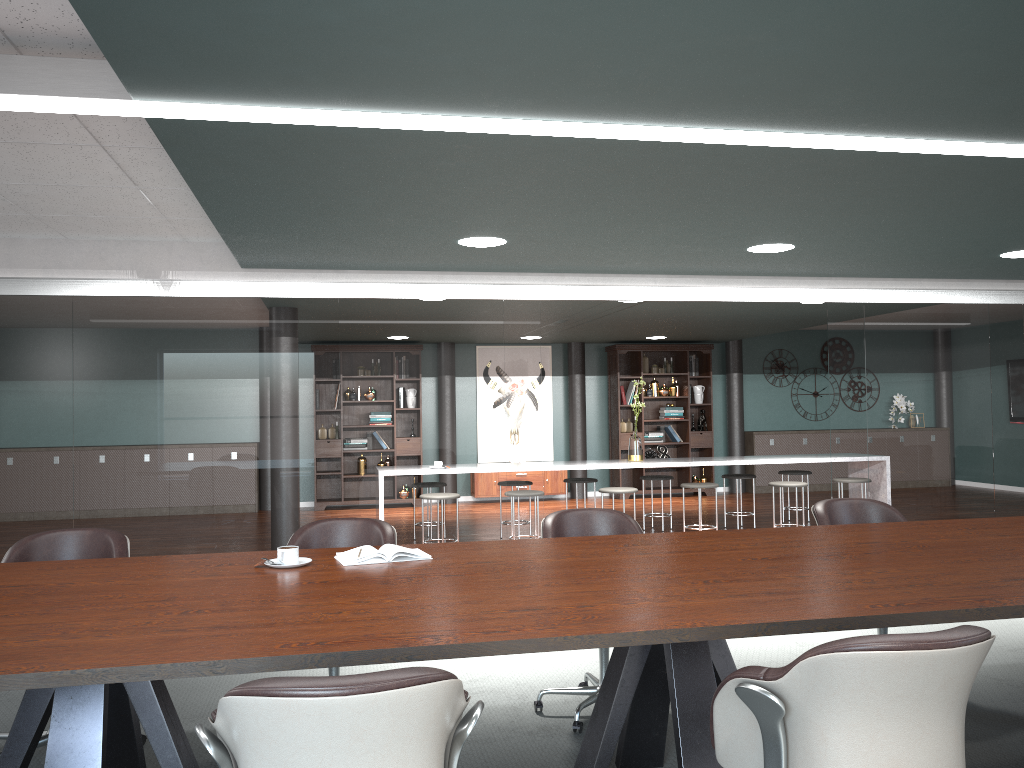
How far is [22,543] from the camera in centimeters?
318cm

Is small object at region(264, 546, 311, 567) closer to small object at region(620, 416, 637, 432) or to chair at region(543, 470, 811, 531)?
A: chair at region(543, 470, 811, 531)

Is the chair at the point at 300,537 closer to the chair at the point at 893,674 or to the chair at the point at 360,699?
the chair at the point at 360,699

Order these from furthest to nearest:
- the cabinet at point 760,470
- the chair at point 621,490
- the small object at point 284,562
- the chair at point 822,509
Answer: the cabinet at point 760,470 < the chair at point 621,490 < the chair at point 822,509 < the small object at point 284,562

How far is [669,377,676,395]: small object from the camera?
11.6 meters

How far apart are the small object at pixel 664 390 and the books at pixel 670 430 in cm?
46

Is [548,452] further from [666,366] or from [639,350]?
[666,366]

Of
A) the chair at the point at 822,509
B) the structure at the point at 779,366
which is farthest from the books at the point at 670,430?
the chair at the point at 822,509

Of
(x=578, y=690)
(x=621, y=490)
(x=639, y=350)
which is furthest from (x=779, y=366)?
(x=578, y=690)

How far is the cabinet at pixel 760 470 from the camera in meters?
11.8
